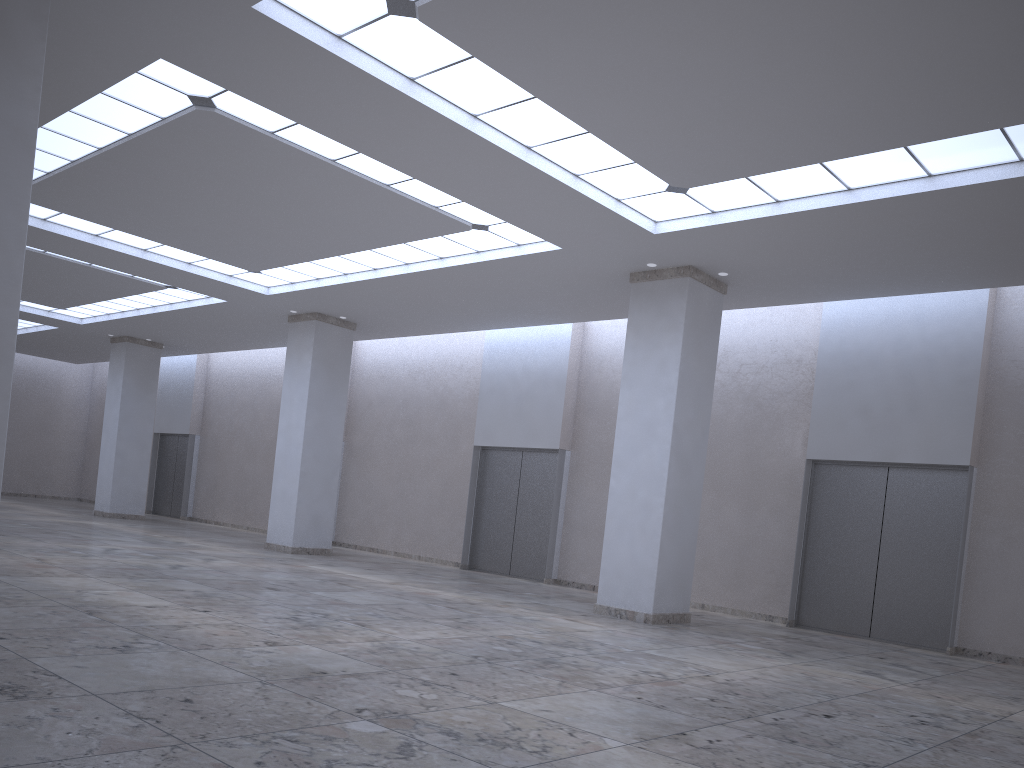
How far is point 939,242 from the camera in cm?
3588
